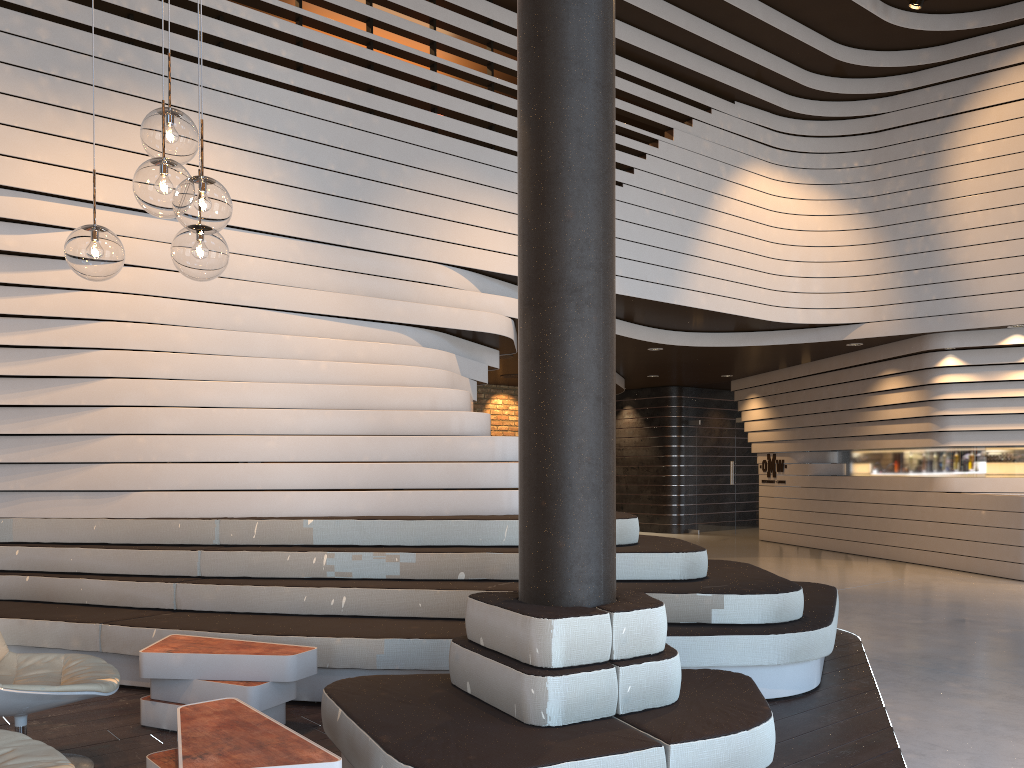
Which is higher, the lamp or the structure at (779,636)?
the lamp

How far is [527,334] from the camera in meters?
3.3 m

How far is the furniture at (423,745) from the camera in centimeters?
267cm

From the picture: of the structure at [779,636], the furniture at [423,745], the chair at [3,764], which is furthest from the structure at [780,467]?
the chair at [3,764]

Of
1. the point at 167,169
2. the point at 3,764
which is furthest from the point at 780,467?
the point at 3,764

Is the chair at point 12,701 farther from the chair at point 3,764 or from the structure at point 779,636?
the structure at point 779,636

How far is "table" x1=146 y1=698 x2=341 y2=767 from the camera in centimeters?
250cm

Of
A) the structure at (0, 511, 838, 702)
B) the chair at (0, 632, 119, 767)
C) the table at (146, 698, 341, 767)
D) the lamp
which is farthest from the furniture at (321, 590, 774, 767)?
the lamp

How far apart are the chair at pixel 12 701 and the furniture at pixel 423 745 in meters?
0.8

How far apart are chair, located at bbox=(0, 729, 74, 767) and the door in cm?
1352
